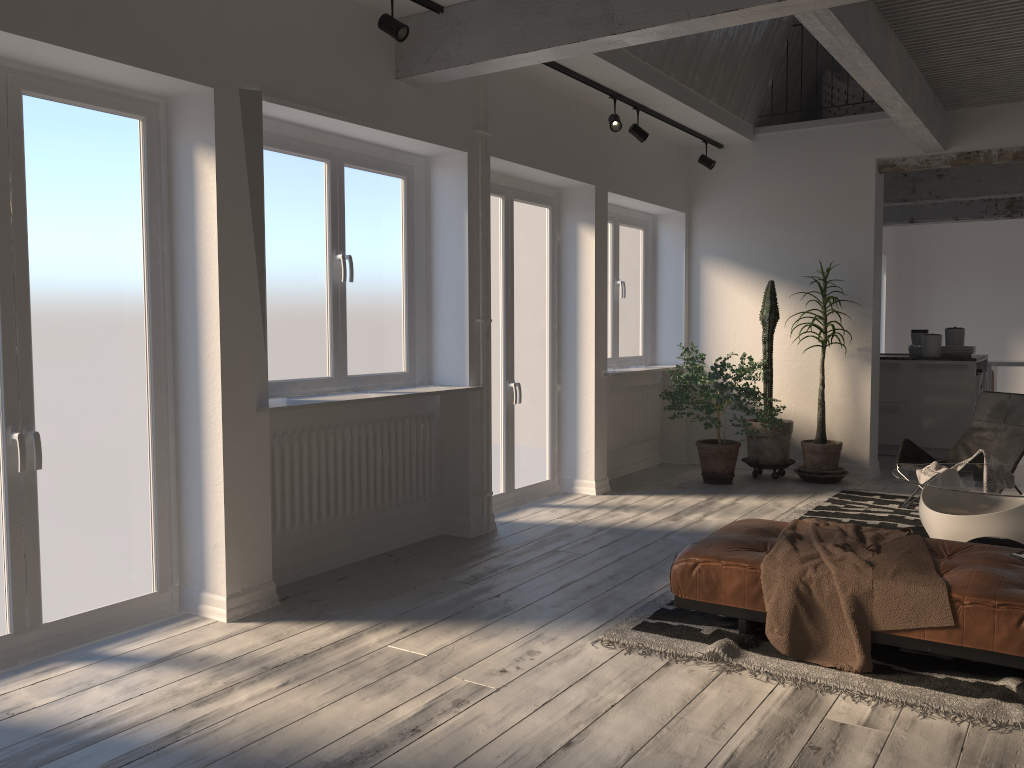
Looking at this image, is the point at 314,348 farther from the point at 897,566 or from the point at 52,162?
the point at 897,566

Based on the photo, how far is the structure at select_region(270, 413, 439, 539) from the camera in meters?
4.5 m

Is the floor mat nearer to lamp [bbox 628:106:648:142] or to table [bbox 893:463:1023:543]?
table [bbox 893:463:1023:543]

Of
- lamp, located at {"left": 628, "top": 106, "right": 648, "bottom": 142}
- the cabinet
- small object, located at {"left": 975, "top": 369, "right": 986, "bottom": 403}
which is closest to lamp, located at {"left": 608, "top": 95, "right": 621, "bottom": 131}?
lamp, located at {"left": 628, "top": 106, "right": 648, "bottom": 142}

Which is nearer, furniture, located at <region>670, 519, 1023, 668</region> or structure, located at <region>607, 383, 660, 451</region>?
furniture, located at <region>670, 519, 1023, 668</region>

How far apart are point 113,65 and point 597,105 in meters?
4.0 m

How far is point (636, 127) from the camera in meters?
6.6

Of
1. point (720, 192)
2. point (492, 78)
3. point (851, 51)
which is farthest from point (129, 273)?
point (720, 192)

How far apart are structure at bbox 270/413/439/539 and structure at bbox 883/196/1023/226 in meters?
8.3

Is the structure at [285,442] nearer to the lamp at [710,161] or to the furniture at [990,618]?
the furniture at [990,618]
